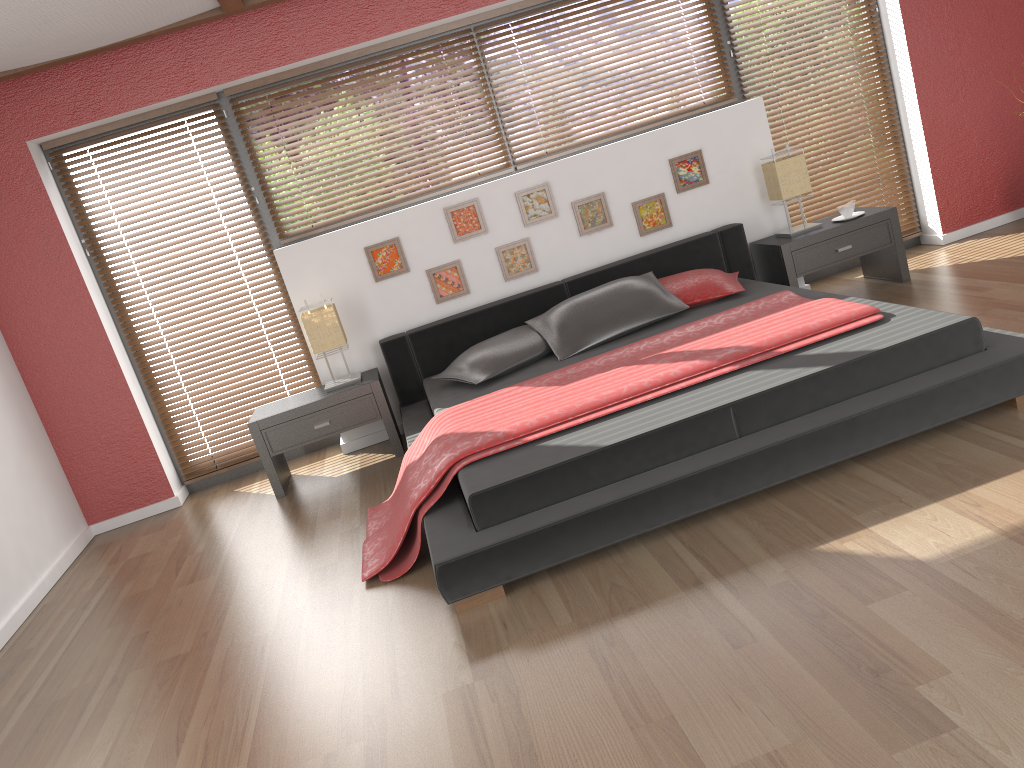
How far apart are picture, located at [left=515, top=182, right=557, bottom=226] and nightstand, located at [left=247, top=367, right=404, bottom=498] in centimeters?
119cm

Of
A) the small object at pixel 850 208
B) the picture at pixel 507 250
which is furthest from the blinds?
the small object at pixel 850 208

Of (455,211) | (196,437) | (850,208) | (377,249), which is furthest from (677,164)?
(196,437)

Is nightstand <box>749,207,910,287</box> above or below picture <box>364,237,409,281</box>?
below

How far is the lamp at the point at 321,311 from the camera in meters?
4.6

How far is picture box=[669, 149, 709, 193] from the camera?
5.08m

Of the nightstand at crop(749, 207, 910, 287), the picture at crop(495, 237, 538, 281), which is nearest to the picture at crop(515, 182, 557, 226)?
the picture at crop(495, 237, 538, 281)

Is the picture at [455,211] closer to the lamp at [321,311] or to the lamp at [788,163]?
the lamp at [321,311]

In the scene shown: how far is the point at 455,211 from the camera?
4.9m

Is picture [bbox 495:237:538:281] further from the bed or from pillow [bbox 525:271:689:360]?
pillow [bbox 525:271:689:360]
